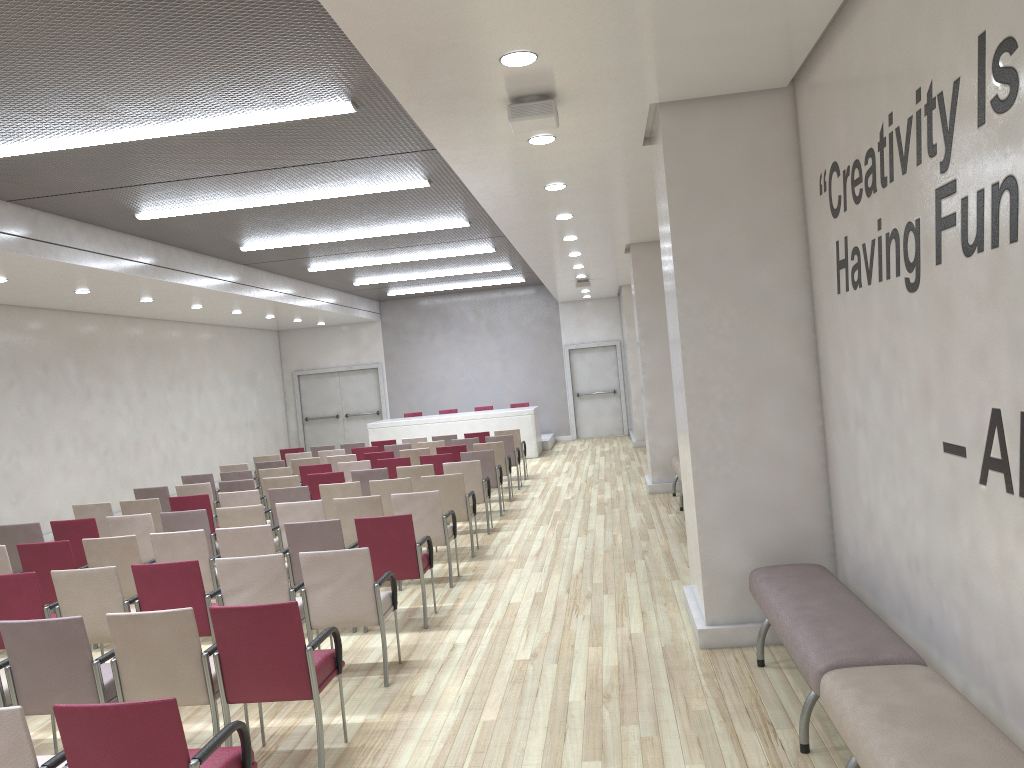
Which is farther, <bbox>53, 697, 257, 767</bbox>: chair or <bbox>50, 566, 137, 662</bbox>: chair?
<bbox>50, 566, 137, 662</bbox>: chair

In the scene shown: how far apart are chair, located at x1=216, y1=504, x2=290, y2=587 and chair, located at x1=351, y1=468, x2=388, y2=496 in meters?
2.4

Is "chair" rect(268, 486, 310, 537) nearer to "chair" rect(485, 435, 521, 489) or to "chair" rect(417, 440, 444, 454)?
"chair" rect(417, 440, 444, 454)

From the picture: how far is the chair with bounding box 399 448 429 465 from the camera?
12.93m

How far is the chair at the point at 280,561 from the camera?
5.5m

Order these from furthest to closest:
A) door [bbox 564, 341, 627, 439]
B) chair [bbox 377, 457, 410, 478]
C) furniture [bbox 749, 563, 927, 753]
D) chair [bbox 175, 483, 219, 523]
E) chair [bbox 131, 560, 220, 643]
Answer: door [bbox 564, 341, 627, 439], chair [bbox 377, 457, 410, 478], chair [bbox 175, 483, 219, 523], chair [bbox 131, 560, 220, 643], furniture [bbox 749, 563, 927, 753]

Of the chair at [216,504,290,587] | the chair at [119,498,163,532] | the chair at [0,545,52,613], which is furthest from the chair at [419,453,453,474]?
the chair at [0,545,52,613]

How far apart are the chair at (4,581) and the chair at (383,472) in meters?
4.9

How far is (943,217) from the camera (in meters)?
3.41

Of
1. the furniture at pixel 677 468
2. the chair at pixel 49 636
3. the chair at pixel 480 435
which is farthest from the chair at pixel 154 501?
the chair at pixel 480 435
